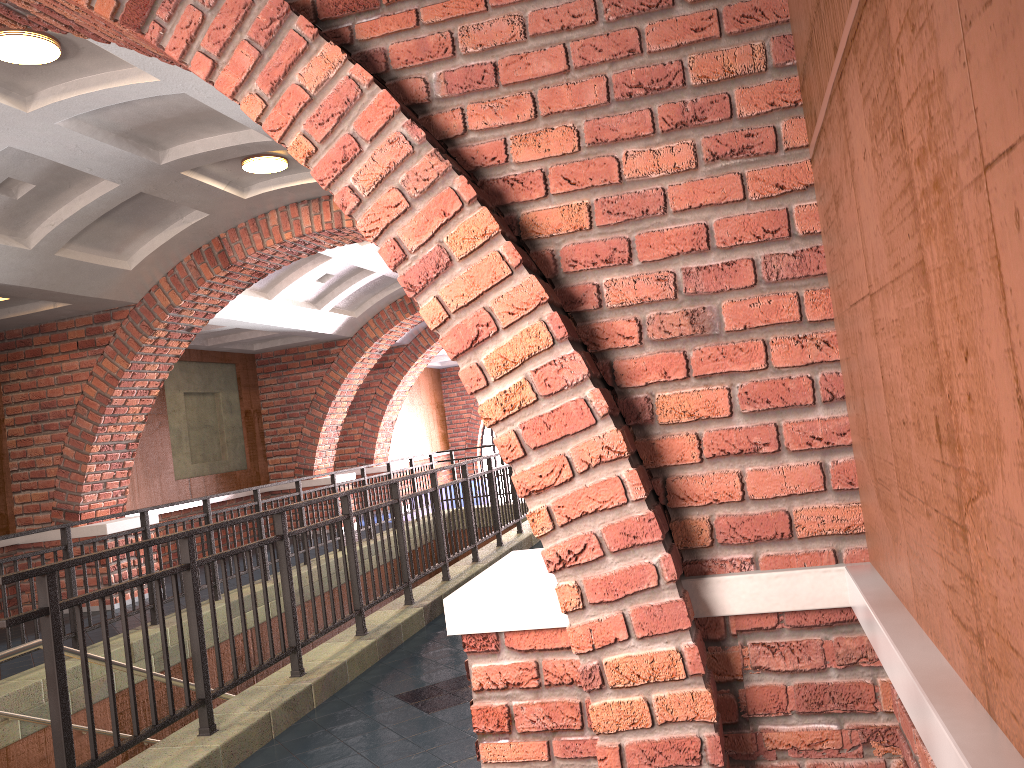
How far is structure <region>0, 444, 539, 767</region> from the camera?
3.4m

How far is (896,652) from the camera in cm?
157

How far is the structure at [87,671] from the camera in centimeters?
337cm

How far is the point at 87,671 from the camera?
3.4m

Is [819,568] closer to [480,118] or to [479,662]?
[479,662]
